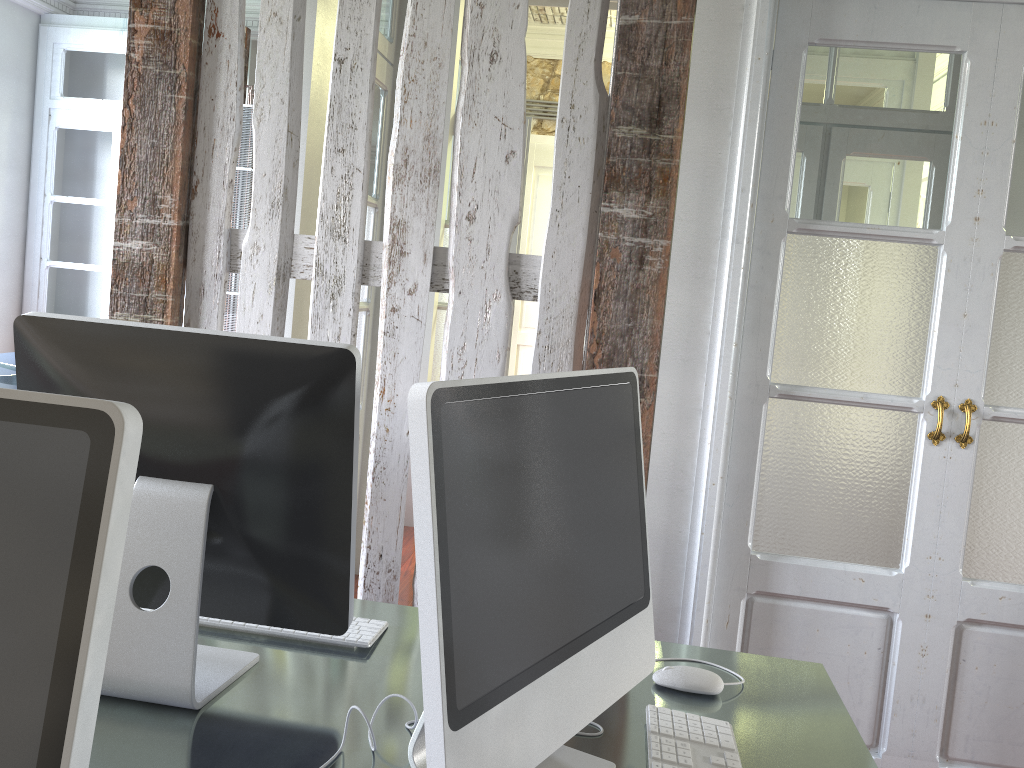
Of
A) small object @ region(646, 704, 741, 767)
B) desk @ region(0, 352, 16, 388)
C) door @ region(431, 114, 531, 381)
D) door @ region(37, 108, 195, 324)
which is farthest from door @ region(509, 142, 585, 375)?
small object @ region(646, 704, 741, 767)

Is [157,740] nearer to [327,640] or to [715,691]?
[327,640]

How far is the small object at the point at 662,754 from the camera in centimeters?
113cm

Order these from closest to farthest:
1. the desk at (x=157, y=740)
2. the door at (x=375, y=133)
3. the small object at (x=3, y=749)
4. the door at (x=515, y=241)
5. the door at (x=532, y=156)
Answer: the small object at (x=3, y=749)
the desk at (x=157, y=740)
the door at (x=375, y=133)
the door at (x=515, y=241)
the door at (x=532, y=156)

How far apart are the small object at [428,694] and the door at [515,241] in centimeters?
342cm

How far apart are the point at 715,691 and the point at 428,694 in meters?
0.6 m

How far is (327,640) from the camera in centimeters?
138cm

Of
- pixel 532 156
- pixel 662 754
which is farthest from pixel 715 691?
pixel 532 156

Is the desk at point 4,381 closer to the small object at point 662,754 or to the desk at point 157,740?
the desk at point 157,740

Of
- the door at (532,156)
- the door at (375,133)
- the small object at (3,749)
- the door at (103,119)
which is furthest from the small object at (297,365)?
the door at (103,119)
